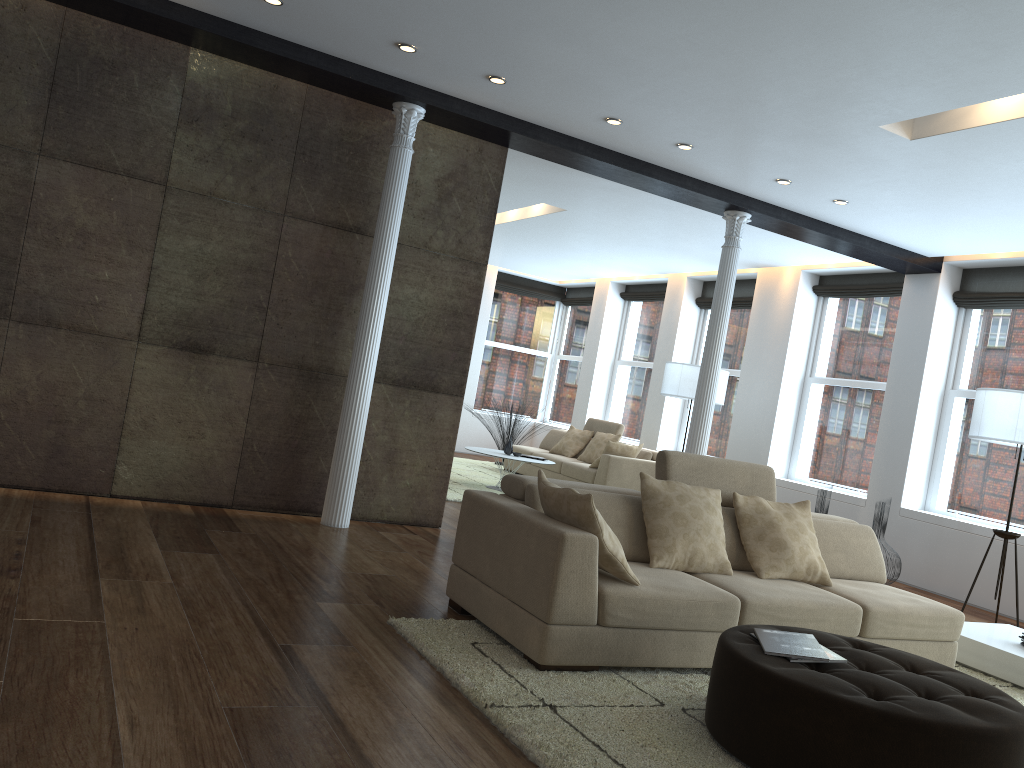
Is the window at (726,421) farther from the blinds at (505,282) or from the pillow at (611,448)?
the blinds at (505,282)

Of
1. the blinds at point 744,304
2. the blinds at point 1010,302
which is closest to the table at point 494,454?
the blinds at point 744,304

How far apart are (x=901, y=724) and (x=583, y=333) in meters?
12.0

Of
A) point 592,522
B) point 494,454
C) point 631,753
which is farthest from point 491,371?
point 631,753

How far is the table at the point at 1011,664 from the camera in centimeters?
477cm

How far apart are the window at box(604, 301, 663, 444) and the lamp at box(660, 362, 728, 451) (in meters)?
2.97

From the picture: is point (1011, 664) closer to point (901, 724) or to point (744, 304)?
point (901, 724)

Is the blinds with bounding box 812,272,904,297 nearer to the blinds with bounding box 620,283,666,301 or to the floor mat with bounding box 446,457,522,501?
the blinds with bounding box 620,283,666,301

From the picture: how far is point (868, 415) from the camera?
9.16m

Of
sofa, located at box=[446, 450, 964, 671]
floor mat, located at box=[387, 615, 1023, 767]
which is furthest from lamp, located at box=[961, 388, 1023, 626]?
floor mat, located at box=[387, 615, 1023, 767]
